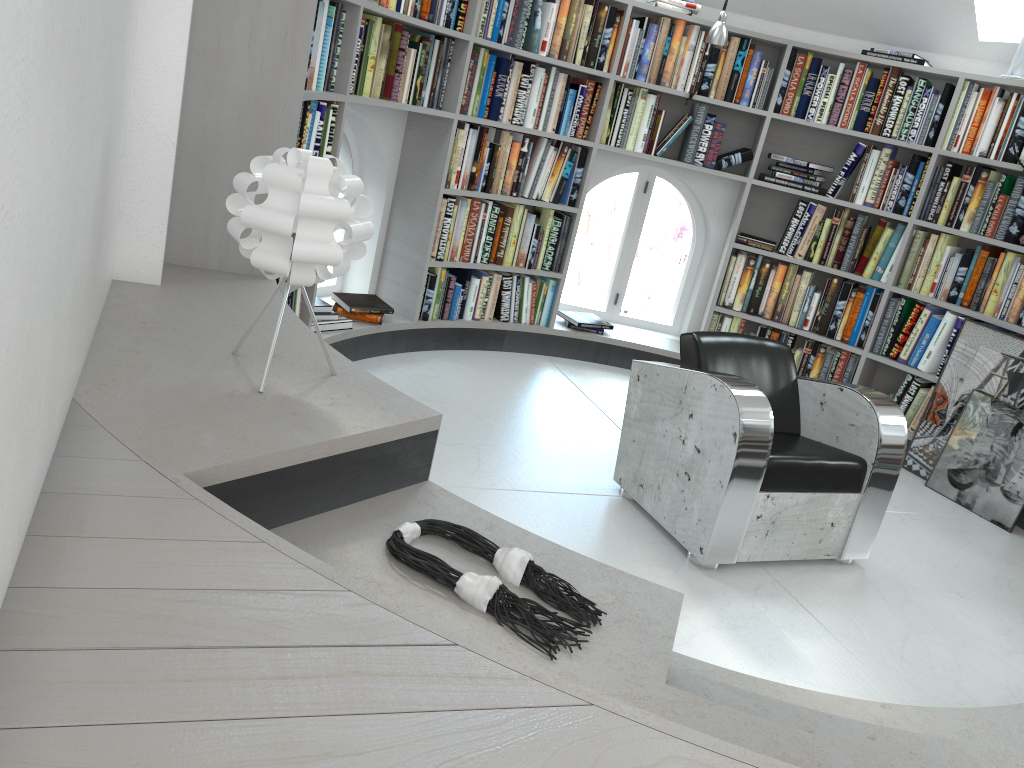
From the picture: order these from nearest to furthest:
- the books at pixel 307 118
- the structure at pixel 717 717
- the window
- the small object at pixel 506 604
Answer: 1. the structure at pixel 717 717
2. the small object at pixel 506 604
3. the books at pixel 307 118
4. the window

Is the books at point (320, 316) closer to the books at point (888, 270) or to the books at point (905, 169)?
the books at point (888, 270)

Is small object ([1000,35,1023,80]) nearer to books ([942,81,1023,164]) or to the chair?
books ([942,81,1023,164])

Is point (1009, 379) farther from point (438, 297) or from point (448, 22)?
point (448, 22)

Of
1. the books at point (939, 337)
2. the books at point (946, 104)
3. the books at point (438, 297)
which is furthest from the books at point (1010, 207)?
the books at point (438, 297)

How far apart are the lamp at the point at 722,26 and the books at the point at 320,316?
2.4 meters

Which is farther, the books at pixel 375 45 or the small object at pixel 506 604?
the books at pixel 375 45

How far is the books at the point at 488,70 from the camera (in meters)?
4.56

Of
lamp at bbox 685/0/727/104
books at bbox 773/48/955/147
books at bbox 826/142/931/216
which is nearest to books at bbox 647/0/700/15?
lamp at bbox 685/0/727/104

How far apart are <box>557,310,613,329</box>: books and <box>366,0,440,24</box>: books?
2.0 meters
